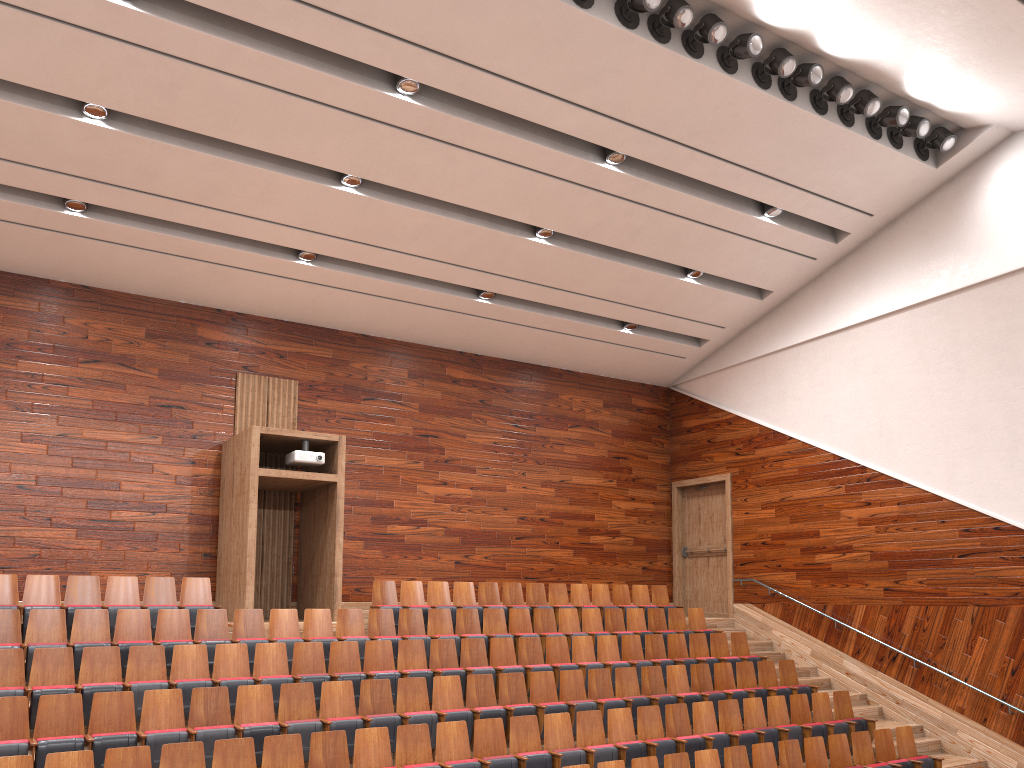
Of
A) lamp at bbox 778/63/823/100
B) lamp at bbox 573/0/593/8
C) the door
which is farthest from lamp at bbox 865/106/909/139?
the door

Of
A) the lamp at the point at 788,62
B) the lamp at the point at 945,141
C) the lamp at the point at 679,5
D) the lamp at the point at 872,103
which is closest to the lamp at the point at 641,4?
the lamp at the point at 679,5

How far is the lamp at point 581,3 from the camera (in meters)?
0.84

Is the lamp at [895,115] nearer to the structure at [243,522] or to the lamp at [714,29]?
the lamp at [714,29]

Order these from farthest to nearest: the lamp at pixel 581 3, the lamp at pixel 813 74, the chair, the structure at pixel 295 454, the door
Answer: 1. the door
2. the structure at pixel 295 454
3. the lamp at pixel 813 74
4. the lamp at pixel 581 3
5. the chair

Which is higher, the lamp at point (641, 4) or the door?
the lamp at point (641, 4)

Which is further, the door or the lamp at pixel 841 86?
the door

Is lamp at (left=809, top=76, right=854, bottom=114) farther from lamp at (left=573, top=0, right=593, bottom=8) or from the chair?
the chair

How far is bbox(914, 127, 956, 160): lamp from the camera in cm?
107

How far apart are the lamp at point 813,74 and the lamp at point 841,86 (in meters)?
0.03
